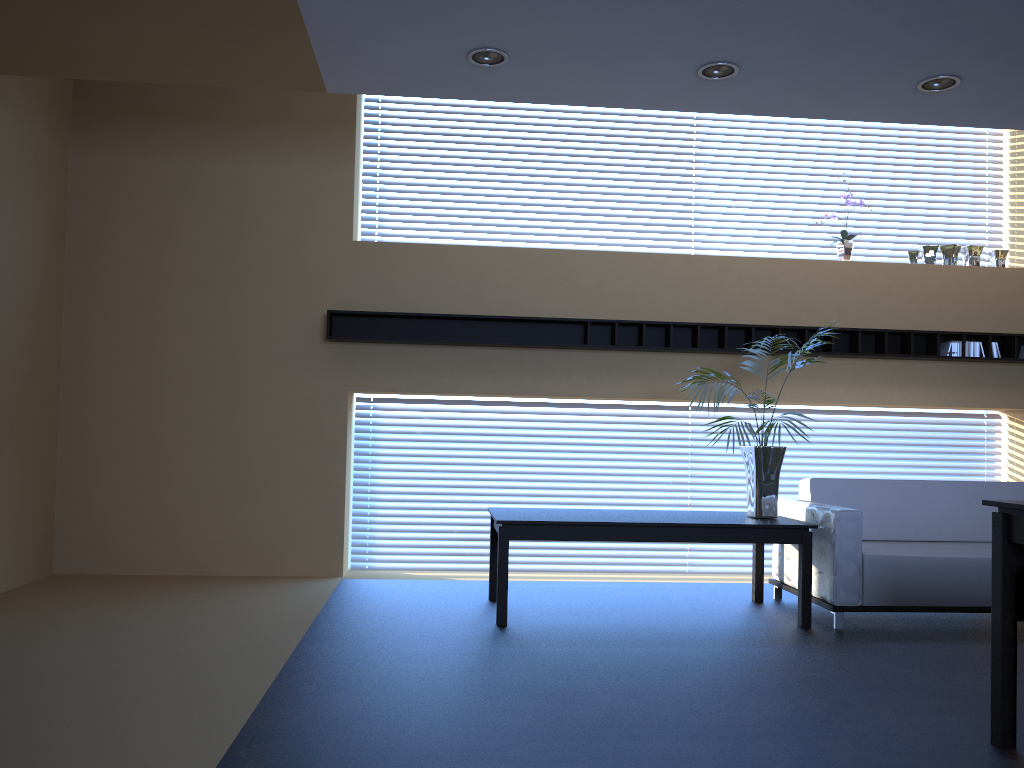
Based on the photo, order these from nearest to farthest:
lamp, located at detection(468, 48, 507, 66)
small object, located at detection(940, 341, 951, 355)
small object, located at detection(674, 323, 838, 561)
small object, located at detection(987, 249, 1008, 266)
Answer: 1. lamp, located at detection(468, 48, 507, 66)
2. small object, located at detection(674, 323, 838, 561)
3. small object, located at detection(940, 341, 951, 355)
4. small object, located at detection(987, 249, 1008, 266)

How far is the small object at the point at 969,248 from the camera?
7.17m

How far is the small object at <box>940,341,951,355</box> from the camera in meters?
6.9

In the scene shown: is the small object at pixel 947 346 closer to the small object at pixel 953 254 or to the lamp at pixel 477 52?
the small object at pixel 953 254

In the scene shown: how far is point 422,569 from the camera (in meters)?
7.00

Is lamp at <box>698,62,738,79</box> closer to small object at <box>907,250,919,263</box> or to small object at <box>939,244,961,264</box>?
small object at <box>907,250,919,263</box>

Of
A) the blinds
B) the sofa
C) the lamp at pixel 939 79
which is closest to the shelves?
the blinds

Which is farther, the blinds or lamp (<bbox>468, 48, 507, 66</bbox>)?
the blinds

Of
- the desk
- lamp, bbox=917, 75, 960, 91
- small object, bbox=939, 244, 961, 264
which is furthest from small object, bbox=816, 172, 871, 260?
the desk

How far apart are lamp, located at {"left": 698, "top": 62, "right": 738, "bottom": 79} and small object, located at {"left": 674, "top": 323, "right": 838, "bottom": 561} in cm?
183
